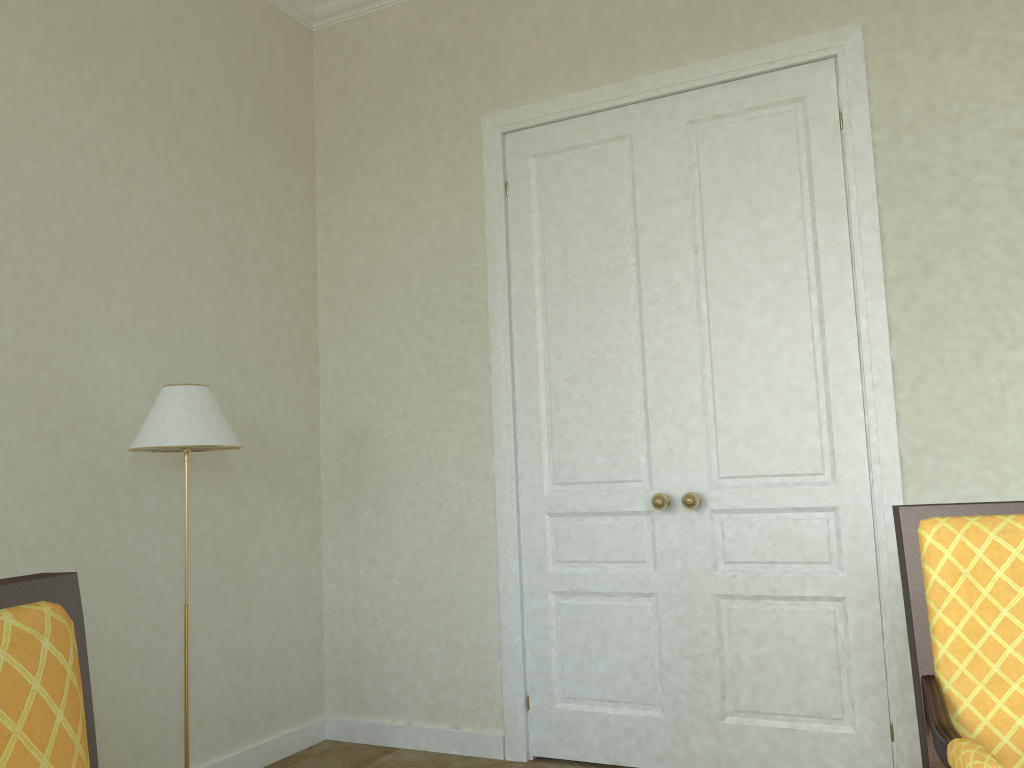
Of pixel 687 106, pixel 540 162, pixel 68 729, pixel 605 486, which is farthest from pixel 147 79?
pixel 68 729

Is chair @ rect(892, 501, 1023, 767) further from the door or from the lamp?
the lamp

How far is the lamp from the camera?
2.99m

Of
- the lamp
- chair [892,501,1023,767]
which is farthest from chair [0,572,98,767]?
the lamp

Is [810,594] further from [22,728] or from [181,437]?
[22,728]

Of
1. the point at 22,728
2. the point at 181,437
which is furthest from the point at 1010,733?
the point at 181,437

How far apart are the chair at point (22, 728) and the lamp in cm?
208

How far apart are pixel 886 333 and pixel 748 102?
1.1 meters

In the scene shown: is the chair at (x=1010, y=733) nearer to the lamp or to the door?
the door

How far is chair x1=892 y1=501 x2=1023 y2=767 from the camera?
1.6 meters
